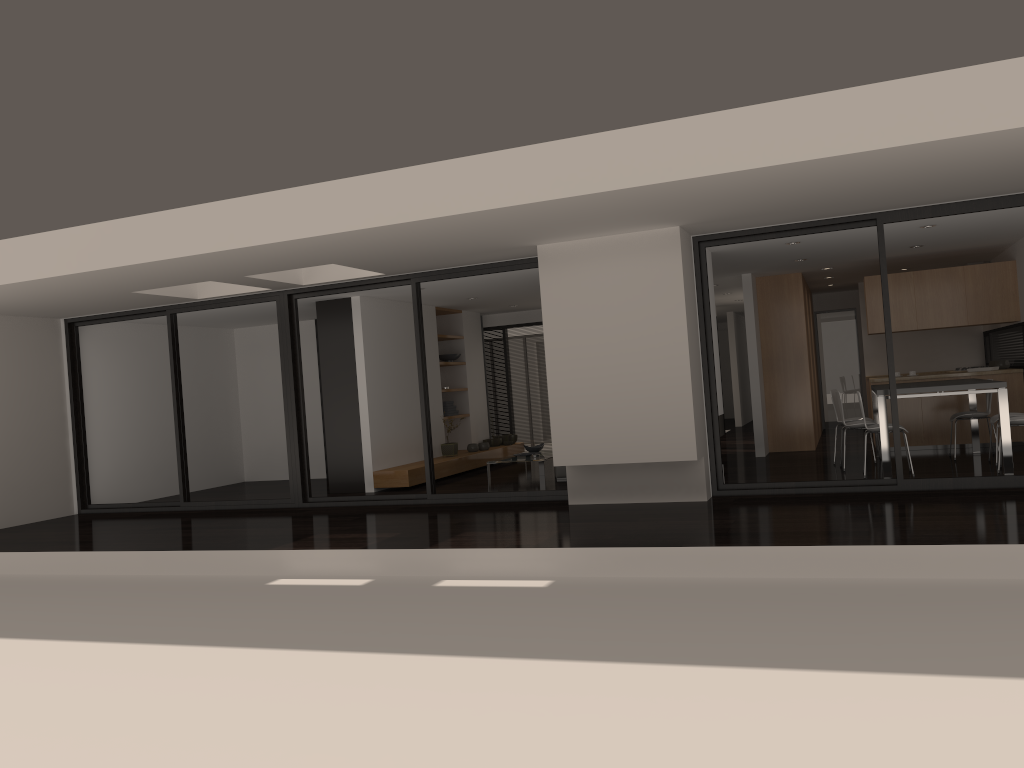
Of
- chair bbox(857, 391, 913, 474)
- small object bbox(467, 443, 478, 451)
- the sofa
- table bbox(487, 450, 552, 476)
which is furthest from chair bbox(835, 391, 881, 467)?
small object bbox(467, 443, 478, 451)

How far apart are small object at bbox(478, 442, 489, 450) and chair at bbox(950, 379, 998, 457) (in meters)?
6.32

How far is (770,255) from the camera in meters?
9.9

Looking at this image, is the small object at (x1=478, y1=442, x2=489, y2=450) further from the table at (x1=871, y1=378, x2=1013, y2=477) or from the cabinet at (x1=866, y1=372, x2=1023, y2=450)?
the cabinet at (x1=866, y1=372, x2=1023, y2=450)

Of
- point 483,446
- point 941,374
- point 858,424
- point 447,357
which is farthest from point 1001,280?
point 447,357

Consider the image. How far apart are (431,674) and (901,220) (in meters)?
5.71

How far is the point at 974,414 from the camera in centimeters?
951cm

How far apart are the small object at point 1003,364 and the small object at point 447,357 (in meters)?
7.35

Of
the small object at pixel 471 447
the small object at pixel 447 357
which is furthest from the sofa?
the small object at pixel 447 357

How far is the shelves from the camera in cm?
1068
